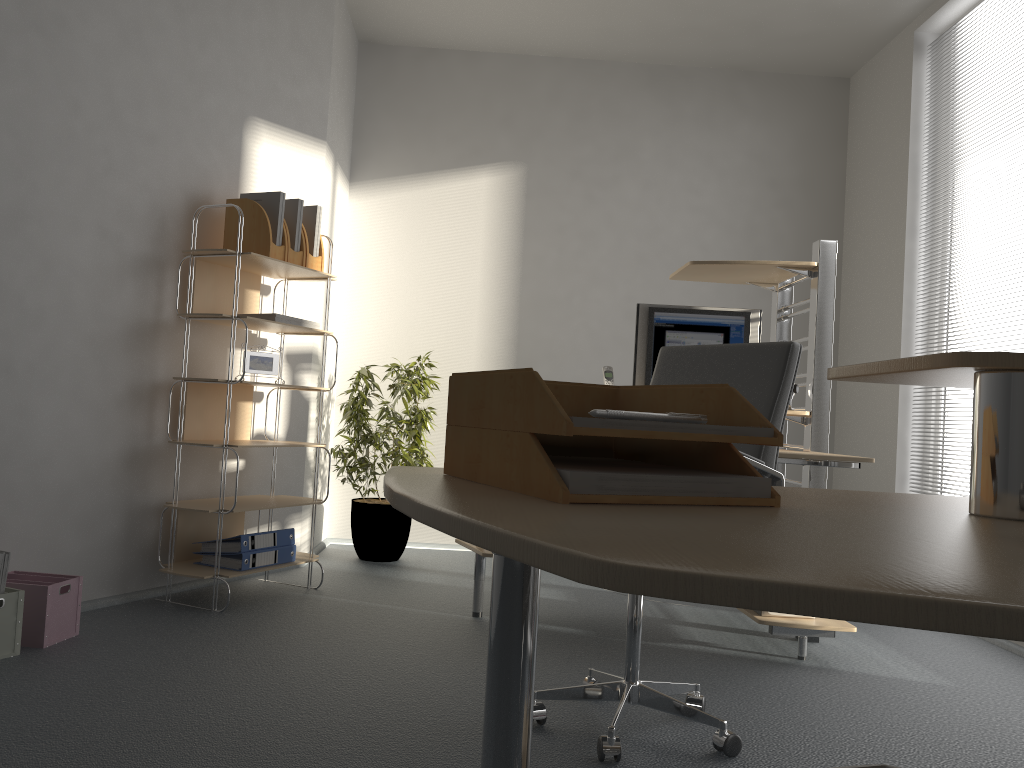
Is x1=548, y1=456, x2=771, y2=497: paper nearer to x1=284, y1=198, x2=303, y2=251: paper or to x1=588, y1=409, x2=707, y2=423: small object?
x1=588, y1=409, x2=707, y2=423: small object

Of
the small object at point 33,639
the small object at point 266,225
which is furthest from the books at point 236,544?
the small object at point 266,225

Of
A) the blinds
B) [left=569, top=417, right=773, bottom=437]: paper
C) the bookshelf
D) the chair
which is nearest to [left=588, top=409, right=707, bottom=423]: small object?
[left=569, top=417, right=773, bottom=437]: paper

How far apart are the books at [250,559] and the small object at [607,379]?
1.5m

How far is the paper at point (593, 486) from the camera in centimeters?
75cm

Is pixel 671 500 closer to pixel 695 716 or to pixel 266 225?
pixel 695 716

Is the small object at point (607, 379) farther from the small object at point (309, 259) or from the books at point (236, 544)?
the books at point (236, 544)

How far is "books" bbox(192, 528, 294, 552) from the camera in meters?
3.5 m

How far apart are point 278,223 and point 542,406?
3.11m

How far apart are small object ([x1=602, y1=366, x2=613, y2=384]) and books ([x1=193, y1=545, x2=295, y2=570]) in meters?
1.5 m
